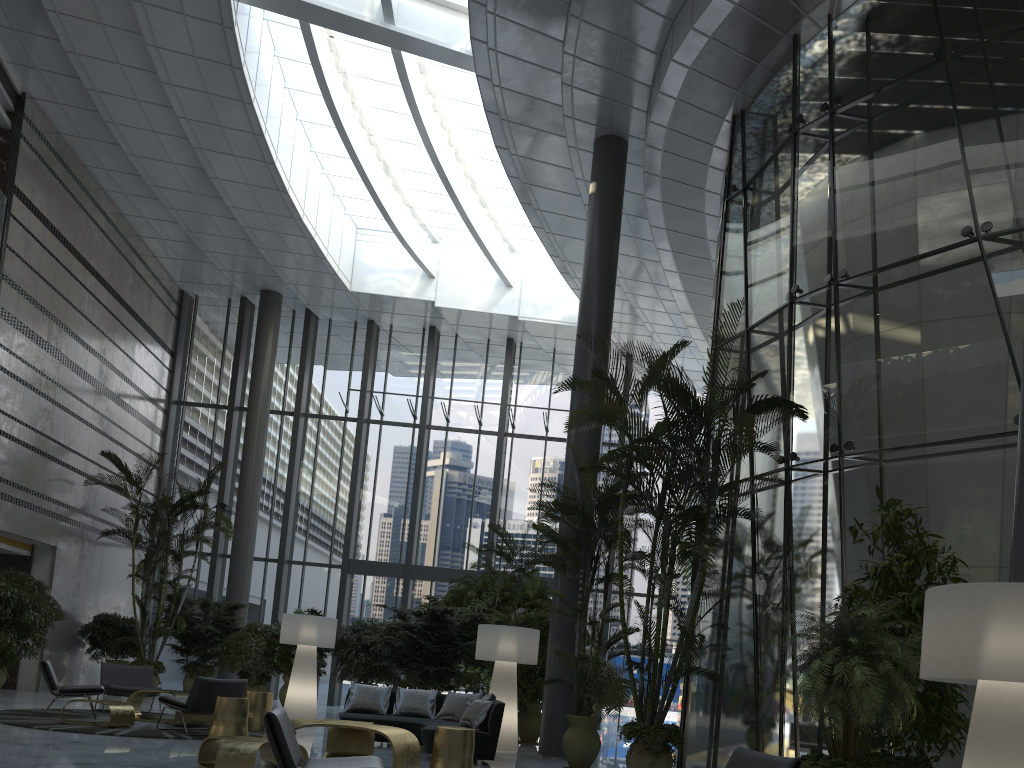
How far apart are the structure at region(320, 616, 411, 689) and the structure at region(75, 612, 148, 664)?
3.7m

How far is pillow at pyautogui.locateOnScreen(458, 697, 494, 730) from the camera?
8.6m

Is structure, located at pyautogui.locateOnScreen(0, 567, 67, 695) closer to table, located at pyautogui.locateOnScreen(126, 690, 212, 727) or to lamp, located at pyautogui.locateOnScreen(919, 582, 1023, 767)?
table, located at pyautogui.locateOnScreen(126, 690, 212, 727)

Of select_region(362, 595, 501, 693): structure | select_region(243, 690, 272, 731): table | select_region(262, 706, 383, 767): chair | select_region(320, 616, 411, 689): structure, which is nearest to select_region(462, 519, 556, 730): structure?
select_region(362, 595, 501, 693): structure

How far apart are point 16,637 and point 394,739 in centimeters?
818cm

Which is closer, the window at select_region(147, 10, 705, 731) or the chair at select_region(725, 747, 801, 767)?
the chair at select_region(725, 747, 801, 767)

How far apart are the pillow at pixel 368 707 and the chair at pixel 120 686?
2.9 meters

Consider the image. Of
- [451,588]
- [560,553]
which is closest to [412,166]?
[451,588]

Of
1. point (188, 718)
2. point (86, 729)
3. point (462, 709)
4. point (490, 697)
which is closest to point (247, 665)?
point (188, 718)

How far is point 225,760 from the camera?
6.04m
